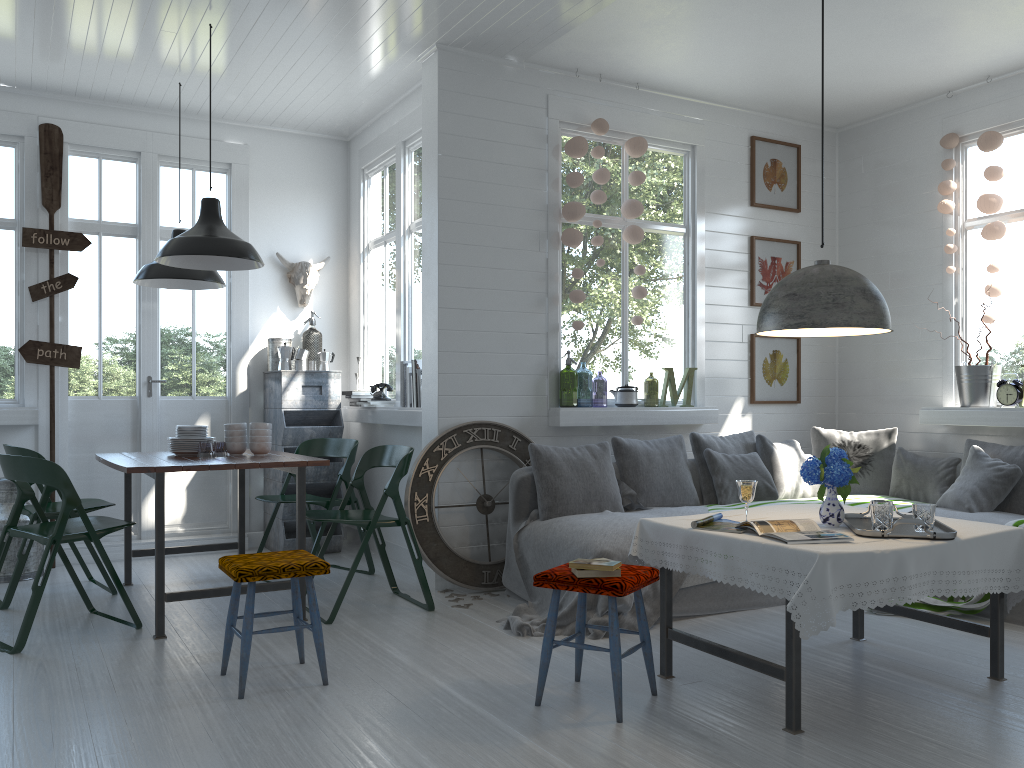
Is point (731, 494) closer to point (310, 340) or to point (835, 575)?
point (835, 575)

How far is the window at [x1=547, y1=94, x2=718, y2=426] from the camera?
6.5 meters

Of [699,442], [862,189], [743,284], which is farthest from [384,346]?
[862,189]

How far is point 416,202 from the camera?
6.94m

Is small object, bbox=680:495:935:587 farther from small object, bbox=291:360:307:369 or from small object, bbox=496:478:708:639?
small object, bbox=291:360:307:369

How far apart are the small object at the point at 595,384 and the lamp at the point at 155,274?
9.4 meters

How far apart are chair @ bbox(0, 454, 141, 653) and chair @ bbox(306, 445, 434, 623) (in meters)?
1.00

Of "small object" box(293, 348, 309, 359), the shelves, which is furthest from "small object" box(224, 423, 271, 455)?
"small object" box(293, 348, 309, 359)

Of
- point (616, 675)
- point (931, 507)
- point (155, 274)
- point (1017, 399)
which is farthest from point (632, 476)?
point (155, 274)

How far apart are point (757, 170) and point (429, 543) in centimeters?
417cm
